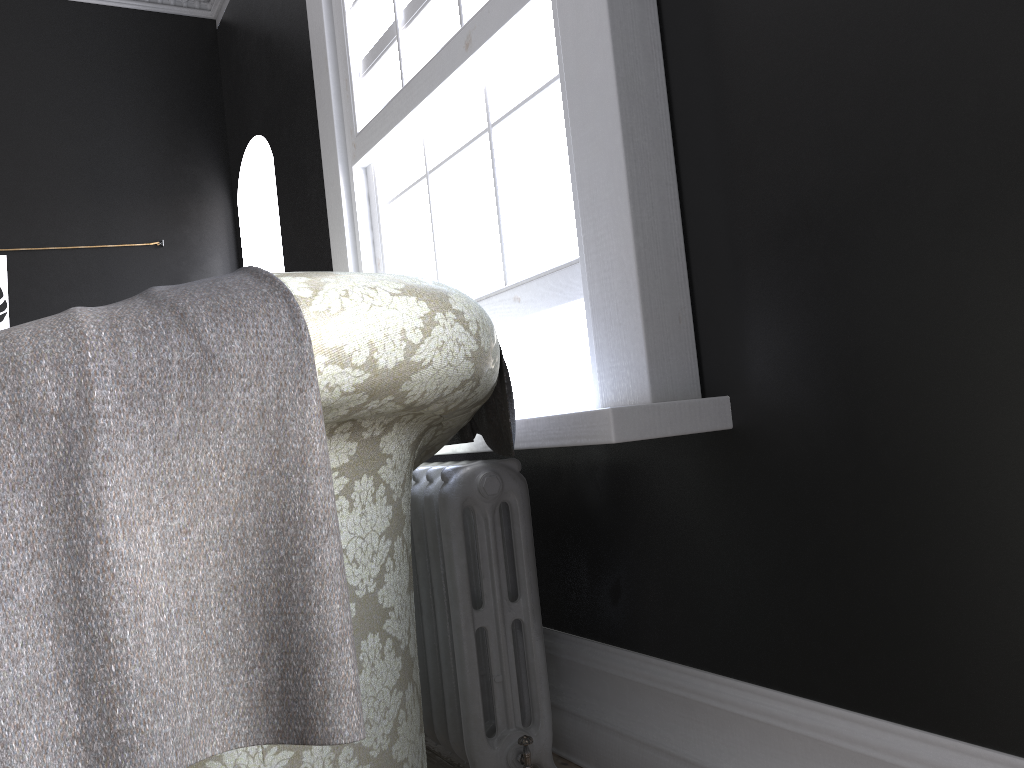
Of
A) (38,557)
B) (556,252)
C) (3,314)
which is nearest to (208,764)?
(38,557)

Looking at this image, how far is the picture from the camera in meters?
4.6

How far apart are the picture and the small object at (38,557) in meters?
3.7

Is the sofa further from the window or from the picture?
the picture

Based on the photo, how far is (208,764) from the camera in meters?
1.1

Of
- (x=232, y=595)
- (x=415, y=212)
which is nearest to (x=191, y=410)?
(x=232, y=595)

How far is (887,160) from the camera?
1.4m

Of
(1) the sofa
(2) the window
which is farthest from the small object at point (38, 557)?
(2) the window

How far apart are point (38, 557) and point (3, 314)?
4.4 meters

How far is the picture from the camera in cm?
464
